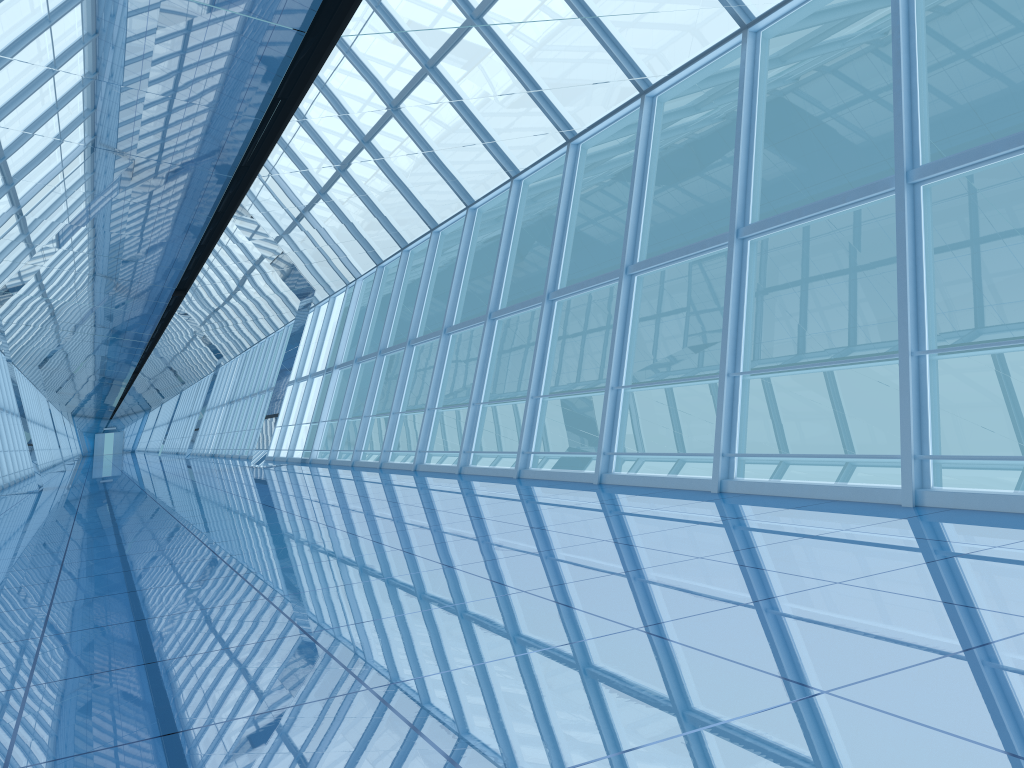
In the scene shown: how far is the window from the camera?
6.63m

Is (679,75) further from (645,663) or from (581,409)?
(581,409)

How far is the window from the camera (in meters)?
6.63

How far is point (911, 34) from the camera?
6.6 meters
